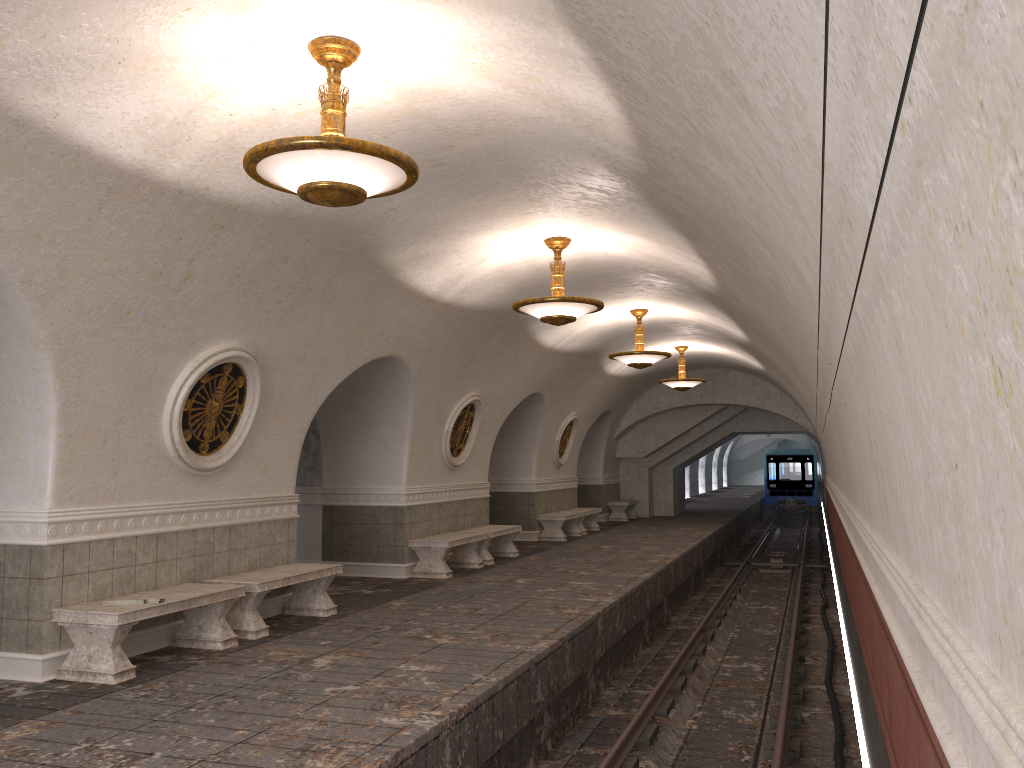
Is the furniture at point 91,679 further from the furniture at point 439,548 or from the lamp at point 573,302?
the furniture at point 439,548

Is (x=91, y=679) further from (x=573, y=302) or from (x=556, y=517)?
(x=556, y=517)

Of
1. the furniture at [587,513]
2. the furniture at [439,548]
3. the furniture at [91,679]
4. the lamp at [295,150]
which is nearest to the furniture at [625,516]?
the furniture at [587,513]

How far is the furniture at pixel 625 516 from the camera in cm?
2359

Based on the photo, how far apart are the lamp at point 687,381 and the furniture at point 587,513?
3.3m

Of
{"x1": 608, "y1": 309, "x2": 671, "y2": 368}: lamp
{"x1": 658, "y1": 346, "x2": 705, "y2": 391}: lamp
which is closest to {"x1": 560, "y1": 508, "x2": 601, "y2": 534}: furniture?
{"x1": 658, "y1": 346, "x2": 705, "y2": 391}: lamp

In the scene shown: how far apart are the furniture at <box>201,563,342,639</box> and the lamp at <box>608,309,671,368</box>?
6.4m

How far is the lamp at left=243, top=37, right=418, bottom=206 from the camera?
4.8m

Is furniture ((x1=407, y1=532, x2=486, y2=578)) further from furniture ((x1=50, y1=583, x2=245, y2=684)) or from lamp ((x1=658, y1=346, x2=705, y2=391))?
lamp ((x1=658, y1=346, x2=705, y2=391))

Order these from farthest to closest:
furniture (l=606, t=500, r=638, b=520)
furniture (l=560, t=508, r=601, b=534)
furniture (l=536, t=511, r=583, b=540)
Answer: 1. furniture (l=606, t=500, r=638, b=520)
2. furniture (l=560, t=508, r=601, b=534)
3. furniture (l=536, t=511, r=583, b=540)
